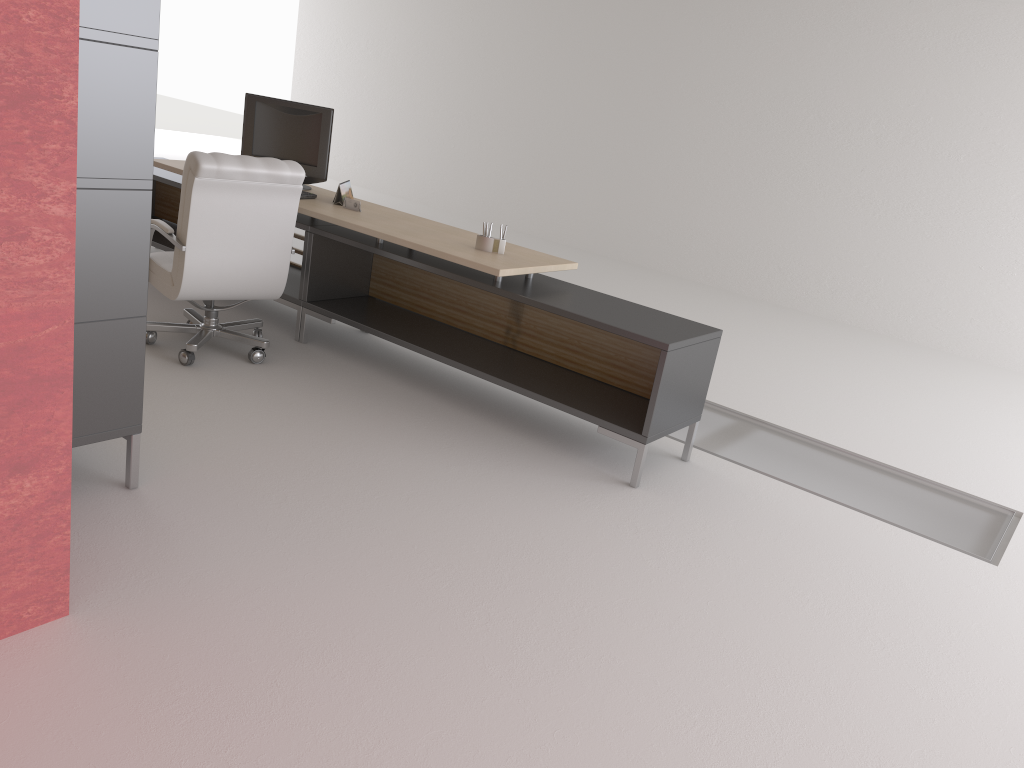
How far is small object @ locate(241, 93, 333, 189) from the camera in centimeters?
807cm

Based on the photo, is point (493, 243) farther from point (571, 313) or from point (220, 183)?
point (220, 183)

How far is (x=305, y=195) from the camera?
7.8 meters

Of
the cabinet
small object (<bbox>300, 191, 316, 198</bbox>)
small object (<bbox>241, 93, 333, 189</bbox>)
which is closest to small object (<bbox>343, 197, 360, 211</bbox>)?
small object (<bbox>300, 191, 316, 198</bbox>)

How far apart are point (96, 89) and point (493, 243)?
3.3m

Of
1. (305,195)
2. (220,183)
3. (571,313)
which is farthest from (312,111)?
(571,313)

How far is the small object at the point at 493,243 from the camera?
6.8 meters

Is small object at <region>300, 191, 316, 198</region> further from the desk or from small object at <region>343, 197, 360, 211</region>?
small object at <region>343, 197, 360, 211</region>

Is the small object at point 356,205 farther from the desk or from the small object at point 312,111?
the small object at point 312,111

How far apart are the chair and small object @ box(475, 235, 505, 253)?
1.41m
